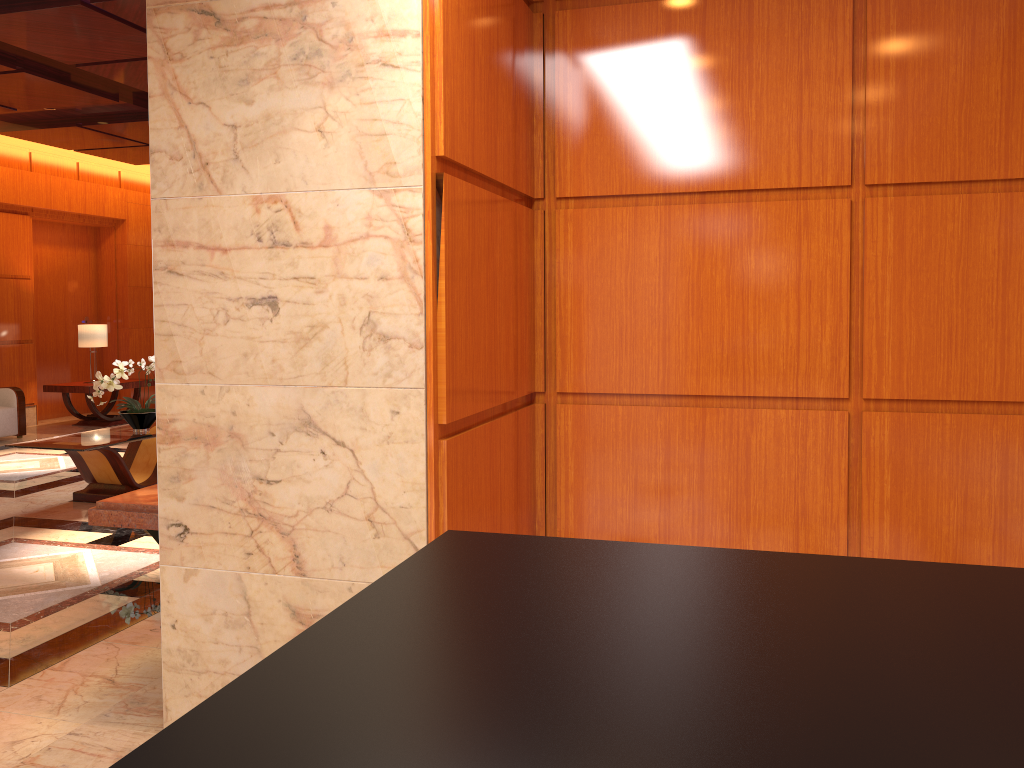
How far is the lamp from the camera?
11.0 meters

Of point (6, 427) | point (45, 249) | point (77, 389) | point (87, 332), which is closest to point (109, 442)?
point (6, 427)

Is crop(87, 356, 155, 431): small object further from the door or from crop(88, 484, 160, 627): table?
the door

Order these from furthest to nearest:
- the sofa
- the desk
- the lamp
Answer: the lamp → the sofa → the desk

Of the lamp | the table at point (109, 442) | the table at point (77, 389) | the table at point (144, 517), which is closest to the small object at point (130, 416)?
the table at point (109, 442)

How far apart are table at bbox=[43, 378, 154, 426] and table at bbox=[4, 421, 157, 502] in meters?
3.9 m

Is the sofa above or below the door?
below

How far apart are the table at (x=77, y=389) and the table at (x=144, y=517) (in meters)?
7.36

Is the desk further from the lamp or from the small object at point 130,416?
the lamp

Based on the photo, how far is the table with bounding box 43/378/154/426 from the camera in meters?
10.7
